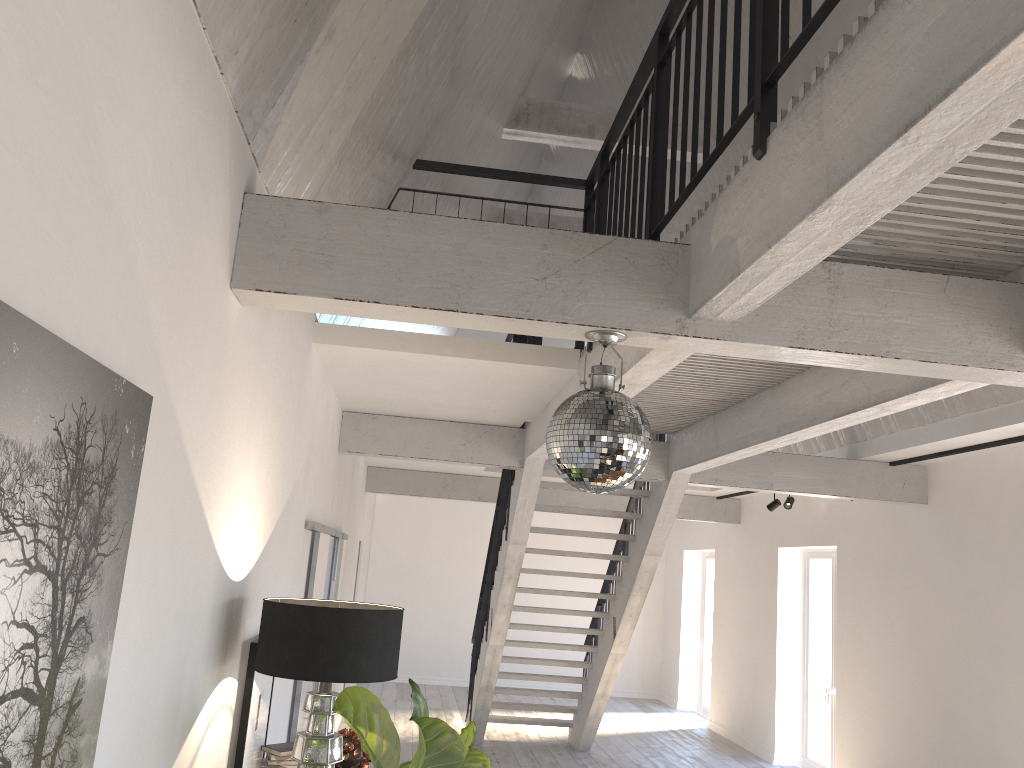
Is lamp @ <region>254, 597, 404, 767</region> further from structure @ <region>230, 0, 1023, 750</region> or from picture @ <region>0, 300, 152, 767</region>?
picture @ <region>0, 300, 152, 767</region>

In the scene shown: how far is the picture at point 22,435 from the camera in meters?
1.3

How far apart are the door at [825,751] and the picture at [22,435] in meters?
8.8

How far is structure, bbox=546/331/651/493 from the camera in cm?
269

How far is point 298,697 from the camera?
5.4m

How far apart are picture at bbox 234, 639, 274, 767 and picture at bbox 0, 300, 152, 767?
1.80m

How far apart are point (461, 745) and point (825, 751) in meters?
8.1

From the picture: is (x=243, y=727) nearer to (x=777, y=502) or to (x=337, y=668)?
(x=337, y=668)

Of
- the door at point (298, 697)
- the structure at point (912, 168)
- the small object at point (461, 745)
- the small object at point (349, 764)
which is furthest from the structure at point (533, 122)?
the small object at point (461, 745)

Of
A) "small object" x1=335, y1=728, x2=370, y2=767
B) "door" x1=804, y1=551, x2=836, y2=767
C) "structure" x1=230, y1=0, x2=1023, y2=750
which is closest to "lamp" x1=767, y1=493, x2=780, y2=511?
"door" x1=804, y1=551, x2=836, y2=767
